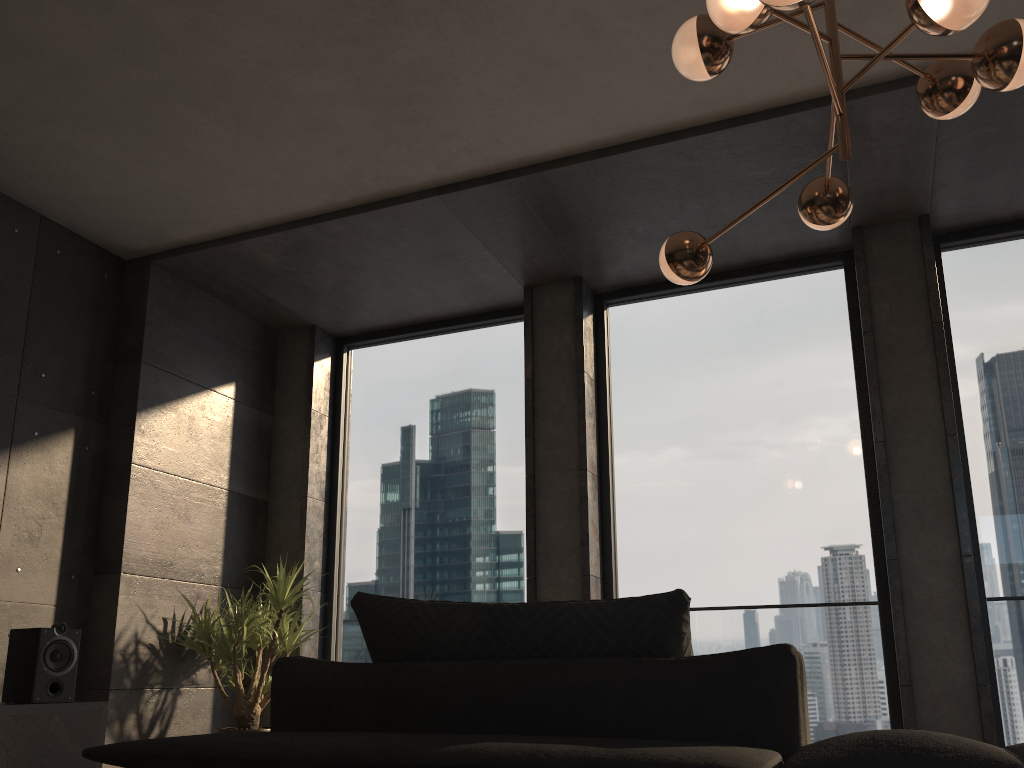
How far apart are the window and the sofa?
3.78m

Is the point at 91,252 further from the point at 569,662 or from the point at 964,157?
the point at 569,662

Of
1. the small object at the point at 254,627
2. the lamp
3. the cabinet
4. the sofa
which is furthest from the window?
the sofa

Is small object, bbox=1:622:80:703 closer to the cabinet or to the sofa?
the cabinet

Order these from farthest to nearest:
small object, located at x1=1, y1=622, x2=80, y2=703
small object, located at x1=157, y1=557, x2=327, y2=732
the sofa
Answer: small object, located at x1=157, y1=557, x2=327, y2=732 → small object, located at x1=1, y1=622, x2=80, y2=703 → the sofa

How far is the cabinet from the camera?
3.6 meters

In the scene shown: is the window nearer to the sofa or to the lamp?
the lamp

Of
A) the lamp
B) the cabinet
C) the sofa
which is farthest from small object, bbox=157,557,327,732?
the sofa

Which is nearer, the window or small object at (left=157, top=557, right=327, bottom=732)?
the window

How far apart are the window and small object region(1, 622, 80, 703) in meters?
1.9 m
